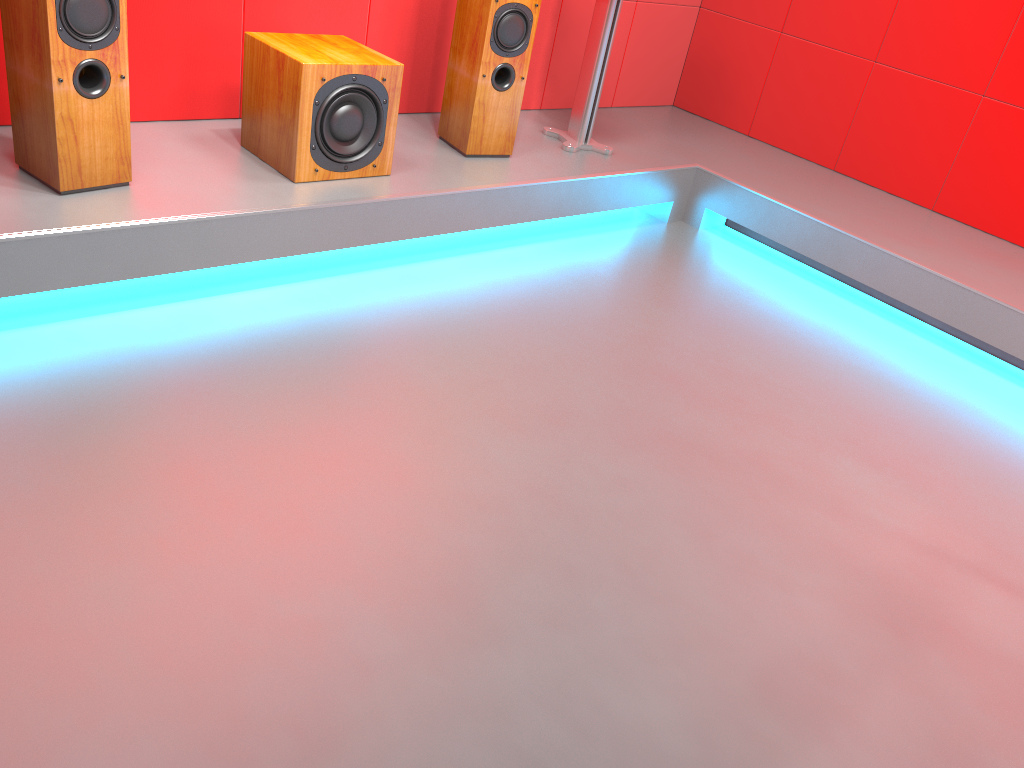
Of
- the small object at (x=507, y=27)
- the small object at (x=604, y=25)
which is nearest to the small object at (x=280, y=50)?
the small object at (x=507, y=27)

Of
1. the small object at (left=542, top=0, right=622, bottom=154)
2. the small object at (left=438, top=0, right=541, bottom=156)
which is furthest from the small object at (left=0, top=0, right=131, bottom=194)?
the small object at (left=542, top=0, right=622, bottom=154)

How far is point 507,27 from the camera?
3.1m

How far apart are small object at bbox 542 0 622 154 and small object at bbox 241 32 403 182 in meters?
1.0 m

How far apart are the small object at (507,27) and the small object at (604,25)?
0.3 meters

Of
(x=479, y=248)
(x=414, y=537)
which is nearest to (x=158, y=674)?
(x=414, y=537)

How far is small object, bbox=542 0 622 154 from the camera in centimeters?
344cm

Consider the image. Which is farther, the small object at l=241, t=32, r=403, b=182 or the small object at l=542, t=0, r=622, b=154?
the small object at l=542, t=0, r=622, b=154

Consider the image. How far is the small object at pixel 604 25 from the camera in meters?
3.4 m

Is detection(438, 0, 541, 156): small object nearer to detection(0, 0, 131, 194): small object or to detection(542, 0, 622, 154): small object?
detection(542, 0, 622, 154): small object
